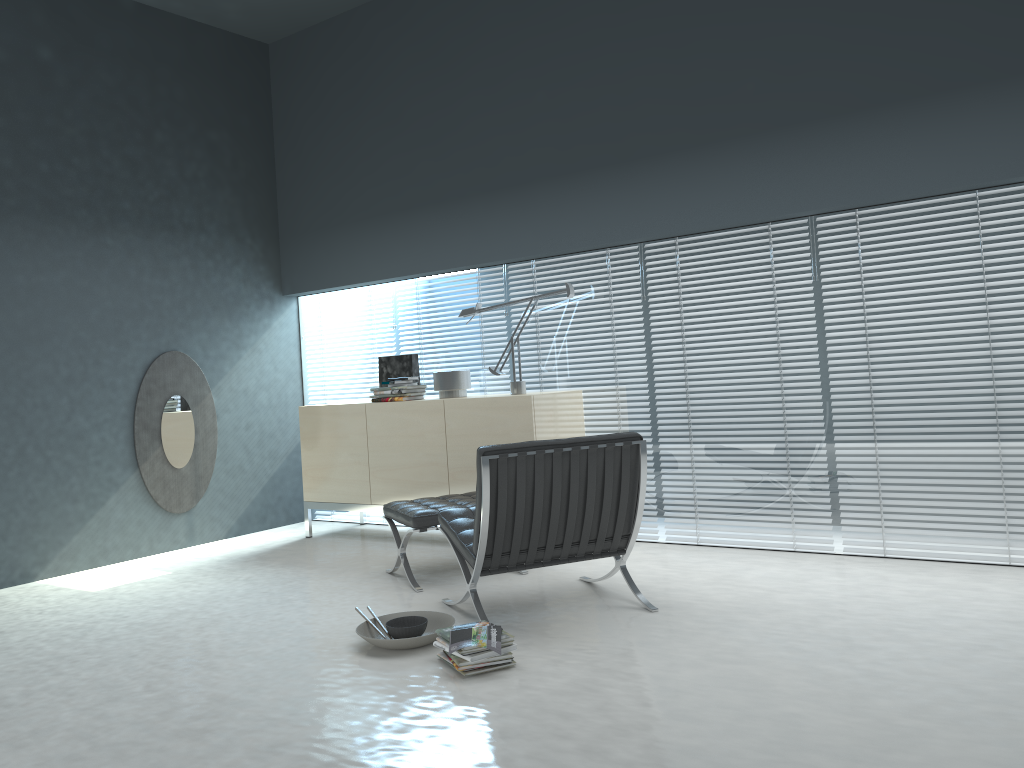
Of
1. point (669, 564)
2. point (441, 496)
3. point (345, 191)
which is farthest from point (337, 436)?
point (669, 564)

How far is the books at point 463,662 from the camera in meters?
3.1 m

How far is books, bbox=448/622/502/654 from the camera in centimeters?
307cm

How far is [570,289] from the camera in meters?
5.1

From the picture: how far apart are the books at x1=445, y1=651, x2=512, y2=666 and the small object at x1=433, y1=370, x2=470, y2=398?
2.6 meters

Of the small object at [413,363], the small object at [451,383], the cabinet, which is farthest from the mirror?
the small object at [451,383]

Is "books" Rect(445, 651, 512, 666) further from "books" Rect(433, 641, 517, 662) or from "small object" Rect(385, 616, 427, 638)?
"small object" Rect(385, 616, 427, 638)

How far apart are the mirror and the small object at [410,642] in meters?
2.8

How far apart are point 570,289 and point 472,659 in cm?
261

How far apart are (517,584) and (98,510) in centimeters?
285cm
